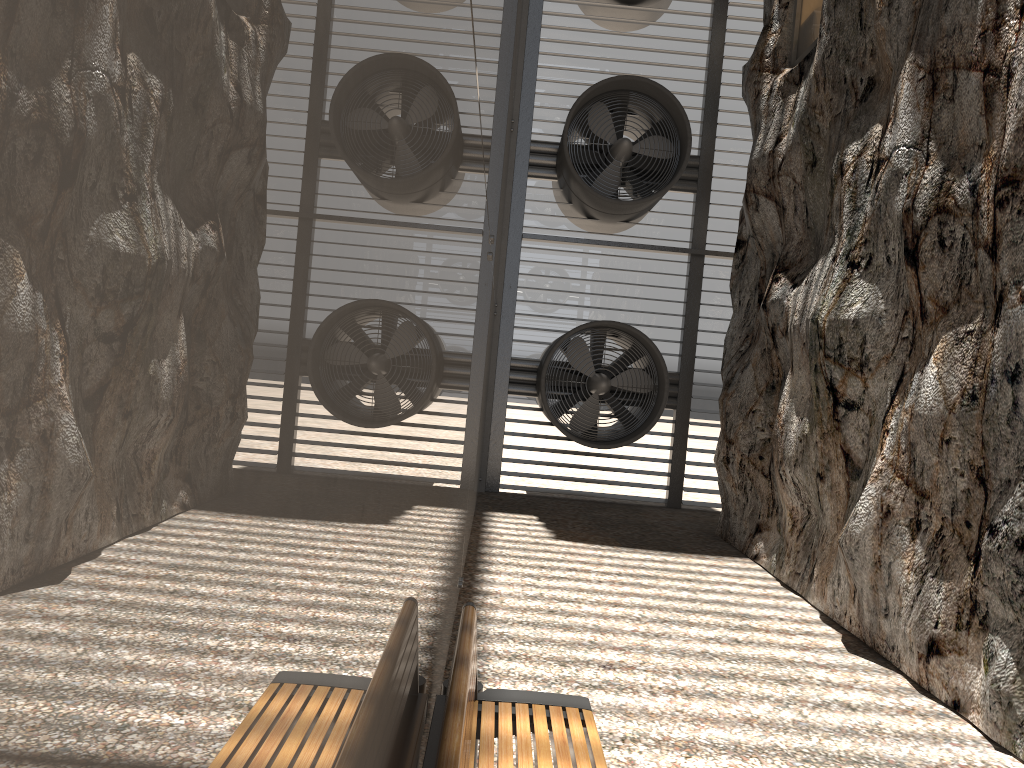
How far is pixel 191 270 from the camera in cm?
41

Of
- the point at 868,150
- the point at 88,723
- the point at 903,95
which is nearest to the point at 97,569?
the point at 88,723

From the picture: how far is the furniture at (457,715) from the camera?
2.25m

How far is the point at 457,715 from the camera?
2.25m

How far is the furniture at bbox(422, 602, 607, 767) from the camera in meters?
2.2
